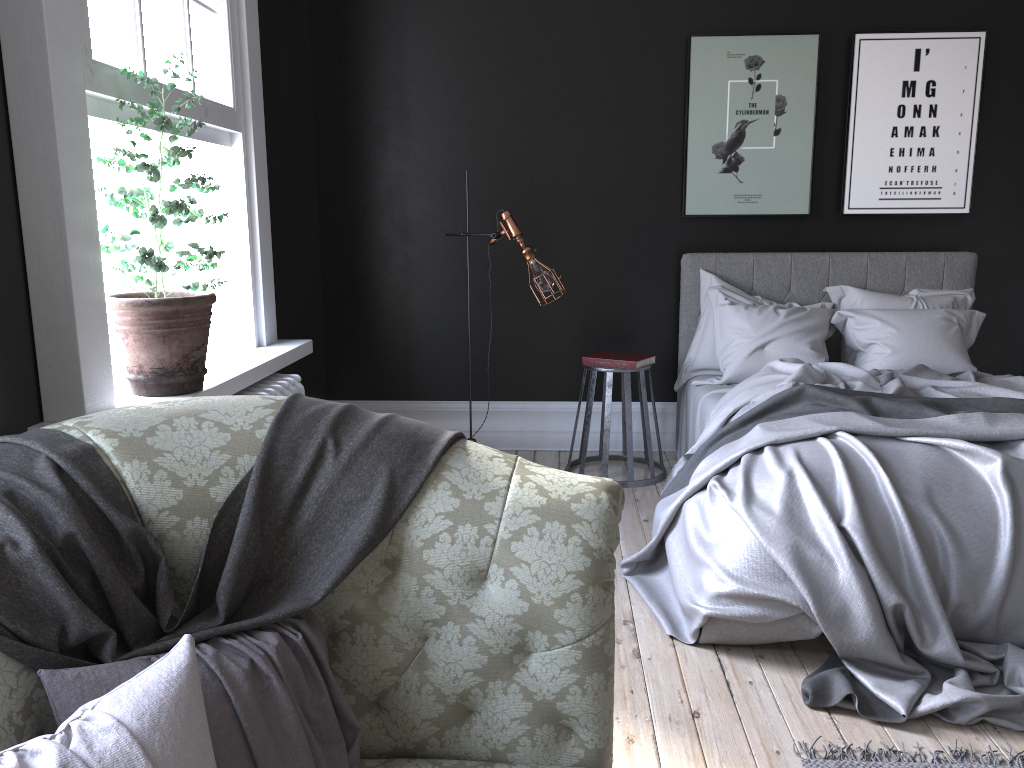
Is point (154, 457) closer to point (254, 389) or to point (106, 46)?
point (106, 46)

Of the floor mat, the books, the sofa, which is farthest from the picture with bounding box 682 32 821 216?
the sofa

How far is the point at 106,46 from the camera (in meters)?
2.90

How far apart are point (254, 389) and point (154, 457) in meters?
2.1 m

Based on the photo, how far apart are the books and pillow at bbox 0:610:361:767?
3.5m

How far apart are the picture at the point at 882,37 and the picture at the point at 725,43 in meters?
0.2

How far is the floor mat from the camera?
2.5 meters

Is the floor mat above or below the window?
below

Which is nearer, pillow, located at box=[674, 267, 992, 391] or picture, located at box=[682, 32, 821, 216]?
pillow, located at box=[674, 267, 992, 391]

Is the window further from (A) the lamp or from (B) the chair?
(B) the chair
